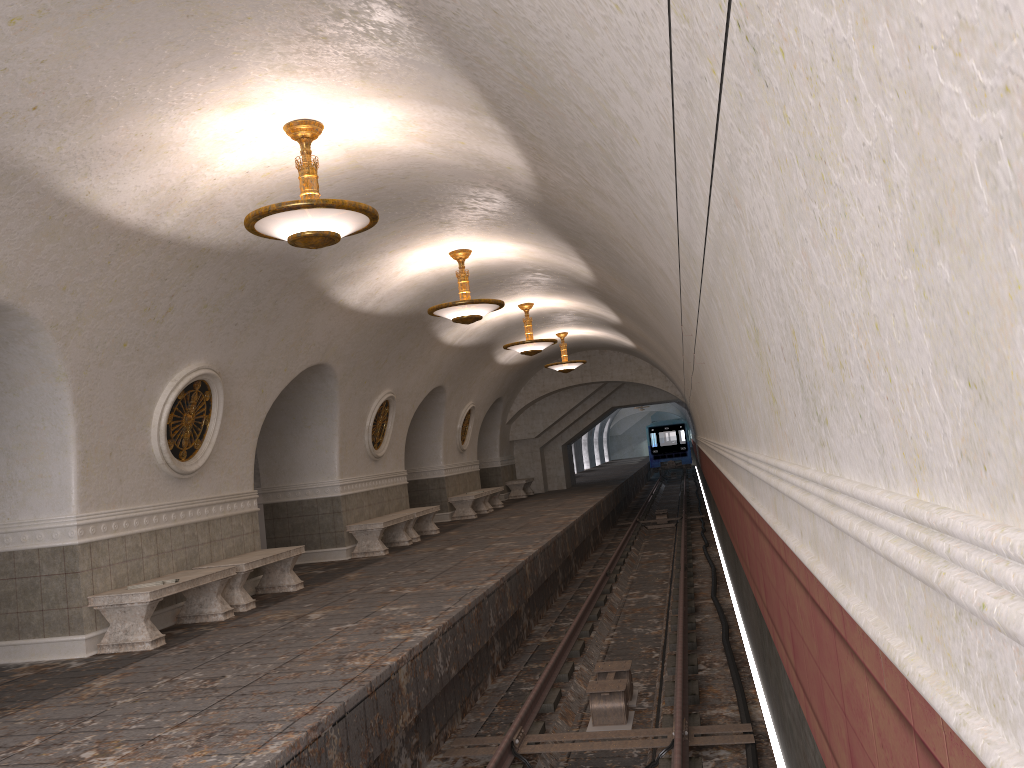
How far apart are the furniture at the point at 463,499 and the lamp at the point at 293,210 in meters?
12.9

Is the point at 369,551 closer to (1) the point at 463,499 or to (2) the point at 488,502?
(1) the point at 463,499

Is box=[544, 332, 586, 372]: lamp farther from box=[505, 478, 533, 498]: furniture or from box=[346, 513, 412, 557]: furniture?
box=[346, 513, 412, 557]: furniture

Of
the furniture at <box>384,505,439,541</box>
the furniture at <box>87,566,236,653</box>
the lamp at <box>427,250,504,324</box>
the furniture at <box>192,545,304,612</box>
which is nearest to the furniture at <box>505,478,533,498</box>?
the furniture at <box>384,505,439,541</box>

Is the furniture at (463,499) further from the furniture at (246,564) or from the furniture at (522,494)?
the furniture at (246,564)

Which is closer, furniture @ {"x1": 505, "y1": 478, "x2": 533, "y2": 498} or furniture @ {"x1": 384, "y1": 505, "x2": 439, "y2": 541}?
furniture @ {"x1": 384, "y1": 505, "x2": 439, "y2": 541}

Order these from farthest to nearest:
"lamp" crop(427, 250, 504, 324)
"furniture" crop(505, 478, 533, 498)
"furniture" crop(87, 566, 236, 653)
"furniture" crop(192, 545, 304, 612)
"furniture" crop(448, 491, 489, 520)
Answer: "furniture" crop(505, 478, 533, 498) → "furniture" crop(448, 491, 489, 520) → "lamp" crop(427, 250, 504, 324) → "furniture" crop(192, 545, 304, 612) → "furniture" crop(87, 566, 236, 653)

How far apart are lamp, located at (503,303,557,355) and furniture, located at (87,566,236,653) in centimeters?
783cm

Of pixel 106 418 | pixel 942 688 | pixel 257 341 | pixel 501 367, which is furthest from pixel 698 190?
pixel 501 367

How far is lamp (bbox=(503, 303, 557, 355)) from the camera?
Answer: 15.8m
